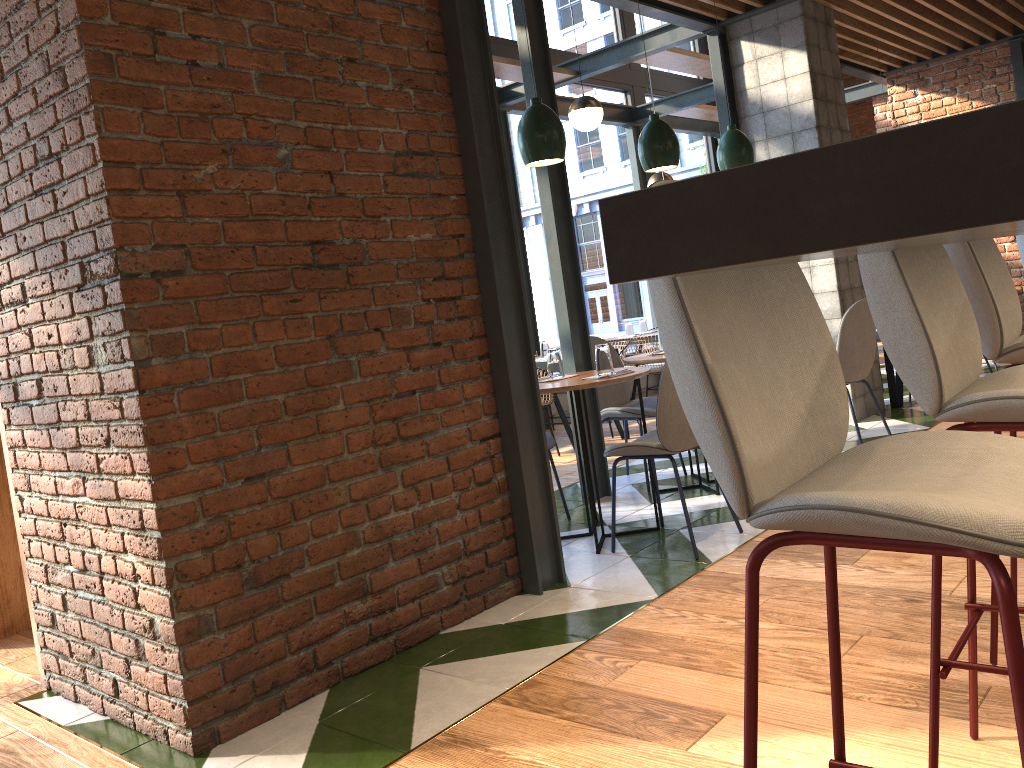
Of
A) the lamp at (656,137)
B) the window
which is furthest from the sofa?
the lamp at (656,137)

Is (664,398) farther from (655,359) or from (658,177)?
(658,177)

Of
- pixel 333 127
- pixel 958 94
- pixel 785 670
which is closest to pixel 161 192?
pixel 333 127

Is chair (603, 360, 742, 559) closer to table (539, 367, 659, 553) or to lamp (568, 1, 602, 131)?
table (539, 367, 659, 553)

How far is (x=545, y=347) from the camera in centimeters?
668cm

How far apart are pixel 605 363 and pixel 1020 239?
1.7 meters

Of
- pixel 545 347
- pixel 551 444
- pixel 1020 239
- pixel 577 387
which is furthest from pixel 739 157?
pixel 1020 239

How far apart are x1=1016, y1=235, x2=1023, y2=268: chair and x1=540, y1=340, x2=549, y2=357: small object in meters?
A: 4.0 m

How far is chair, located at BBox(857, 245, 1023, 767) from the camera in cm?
158

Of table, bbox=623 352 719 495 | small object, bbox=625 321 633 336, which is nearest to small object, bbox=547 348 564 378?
table, bbox=623 352 719 495
